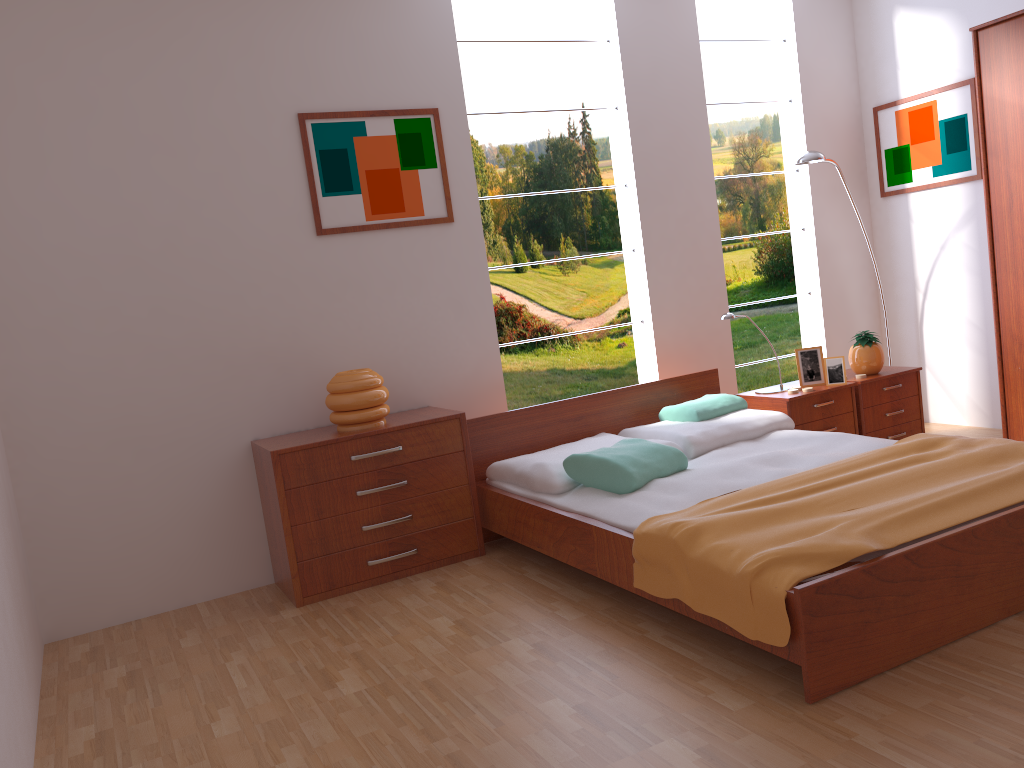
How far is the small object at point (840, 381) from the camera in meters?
4.3

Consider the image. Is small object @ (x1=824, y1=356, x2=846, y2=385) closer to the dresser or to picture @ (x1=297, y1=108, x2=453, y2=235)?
the dresser

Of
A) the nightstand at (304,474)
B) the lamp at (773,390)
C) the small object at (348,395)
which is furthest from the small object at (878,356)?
the small object at (348,395)

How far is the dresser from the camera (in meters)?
3.94

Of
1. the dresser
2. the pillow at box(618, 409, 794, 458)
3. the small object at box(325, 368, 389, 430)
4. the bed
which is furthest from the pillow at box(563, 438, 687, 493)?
the dresser

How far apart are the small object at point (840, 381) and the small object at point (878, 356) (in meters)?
0.21

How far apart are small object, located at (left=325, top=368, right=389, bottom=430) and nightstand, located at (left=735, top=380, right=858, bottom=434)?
1.8m

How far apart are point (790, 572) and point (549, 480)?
1.3m

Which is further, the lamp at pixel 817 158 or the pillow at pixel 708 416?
the lamp at pixel 817 158

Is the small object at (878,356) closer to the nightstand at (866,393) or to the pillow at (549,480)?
the nightstand at (866,393)
